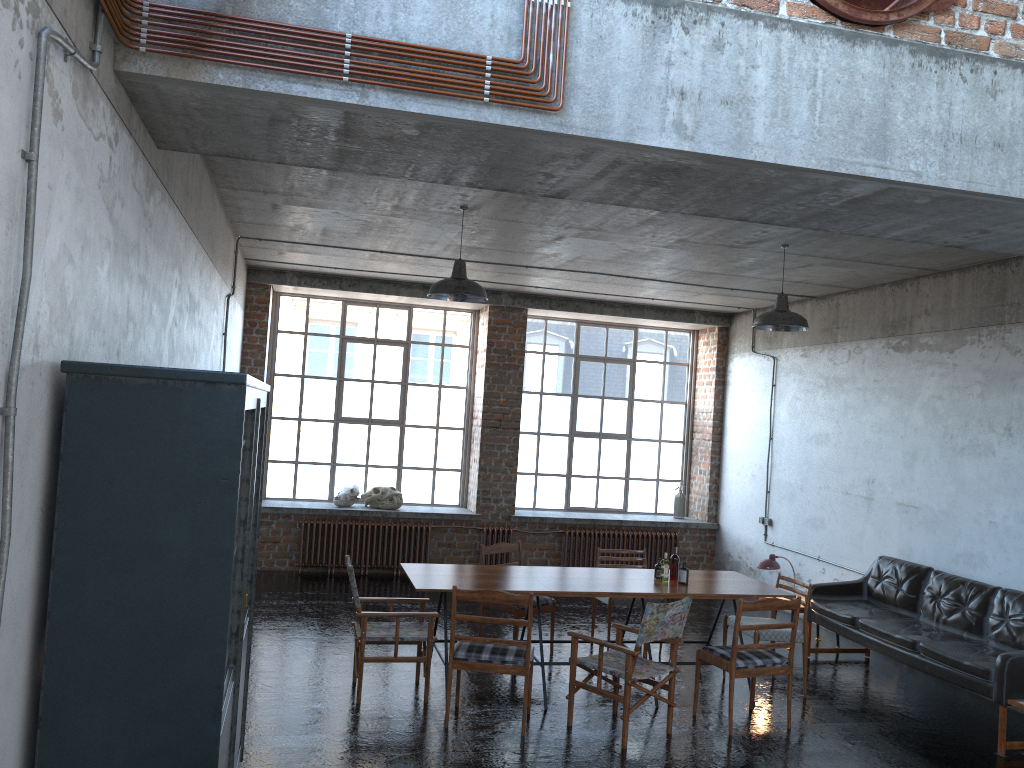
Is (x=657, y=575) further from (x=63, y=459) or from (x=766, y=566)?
(x=63, y=459)

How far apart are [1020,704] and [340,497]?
8.17m

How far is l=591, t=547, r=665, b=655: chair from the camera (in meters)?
8.37

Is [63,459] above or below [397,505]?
above

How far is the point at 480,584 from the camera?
6.8 meters

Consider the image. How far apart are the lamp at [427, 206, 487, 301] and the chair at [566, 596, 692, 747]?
2.71m

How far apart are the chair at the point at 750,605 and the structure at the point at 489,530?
5.39m

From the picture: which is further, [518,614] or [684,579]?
[518,614]

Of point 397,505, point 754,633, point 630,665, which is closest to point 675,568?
point 754,633

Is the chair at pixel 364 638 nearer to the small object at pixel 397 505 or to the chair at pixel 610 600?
the chair at pixel 610 600
